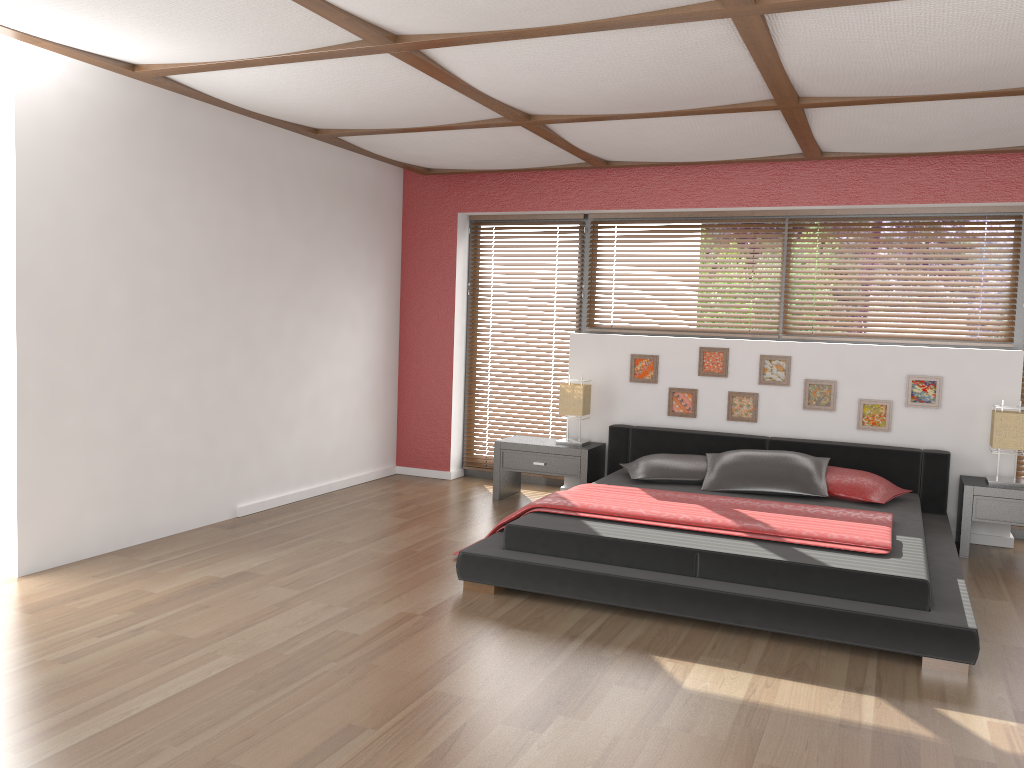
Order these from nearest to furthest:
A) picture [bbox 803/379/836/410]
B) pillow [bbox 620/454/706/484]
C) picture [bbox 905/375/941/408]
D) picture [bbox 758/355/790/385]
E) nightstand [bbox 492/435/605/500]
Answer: pillow [bbox 620/454/706/484] → picture [bbox 905/375/941/408] → picture [bbox 803/379/836/410] → picture [bbox 758/355/790/385] → nightstand [bbox 492/435/605/500]

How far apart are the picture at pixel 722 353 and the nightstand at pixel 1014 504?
1.6 meters

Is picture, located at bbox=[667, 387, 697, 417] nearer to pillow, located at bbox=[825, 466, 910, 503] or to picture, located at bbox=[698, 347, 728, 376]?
picture, located at bbox=[698, 347, 728, 376]

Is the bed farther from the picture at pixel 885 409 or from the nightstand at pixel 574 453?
the picture at pixel 885 409

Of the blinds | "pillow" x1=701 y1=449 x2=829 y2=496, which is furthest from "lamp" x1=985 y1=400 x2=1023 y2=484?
the blinds

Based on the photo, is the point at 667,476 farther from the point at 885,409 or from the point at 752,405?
the point at 885,409

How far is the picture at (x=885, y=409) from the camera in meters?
5.7

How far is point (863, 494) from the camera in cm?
500

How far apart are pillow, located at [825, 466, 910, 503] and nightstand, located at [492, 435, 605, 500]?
1.56m

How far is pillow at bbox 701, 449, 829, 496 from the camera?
5.1m
